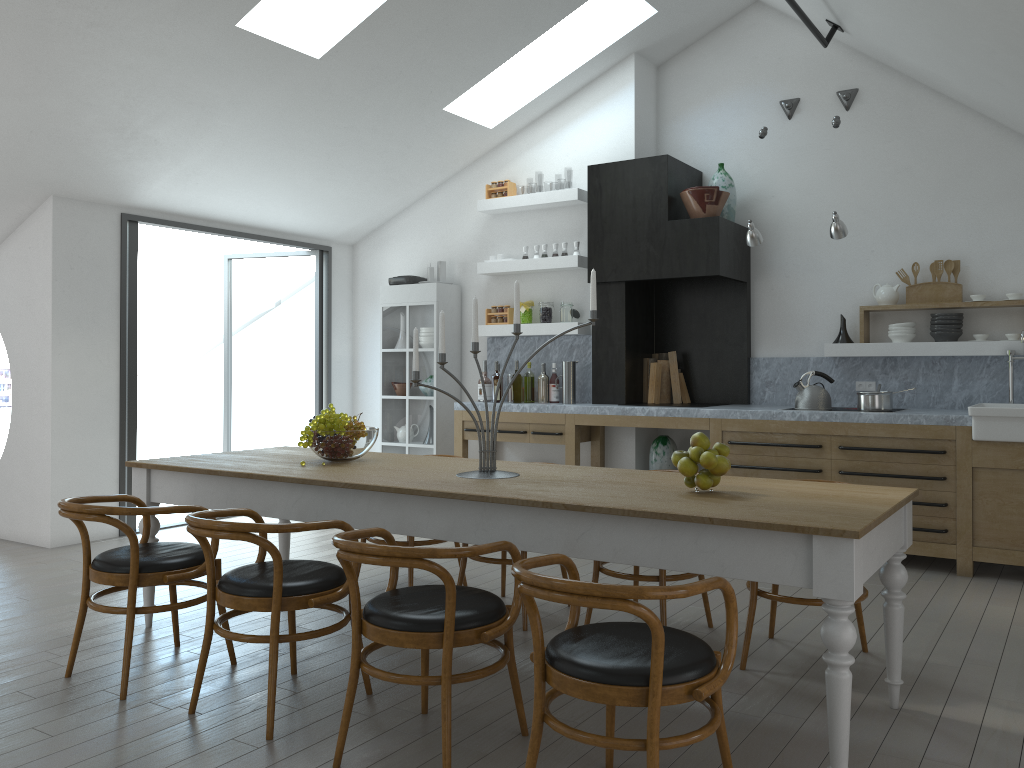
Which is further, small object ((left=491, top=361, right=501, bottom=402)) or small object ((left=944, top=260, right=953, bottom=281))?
small object ((left=491, top=361, right=501, bottom=402))

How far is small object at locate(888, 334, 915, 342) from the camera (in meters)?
6.19

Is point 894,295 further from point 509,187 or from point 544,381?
point 509,187

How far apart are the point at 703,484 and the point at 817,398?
3.22m

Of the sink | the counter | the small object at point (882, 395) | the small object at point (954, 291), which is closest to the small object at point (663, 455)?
the counter

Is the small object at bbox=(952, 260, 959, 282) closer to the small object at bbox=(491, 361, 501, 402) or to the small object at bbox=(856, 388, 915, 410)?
the small object at bbox=(856, 388, 915, 410)

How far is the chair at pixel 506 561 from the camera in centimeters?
431cm

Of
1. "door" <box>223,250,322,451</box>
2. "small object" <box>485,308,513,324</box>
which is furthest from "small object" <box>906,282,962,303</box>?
"door" <box>223,250,322,451</box>

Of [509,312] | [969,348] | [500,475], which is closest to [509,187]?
[509,312]

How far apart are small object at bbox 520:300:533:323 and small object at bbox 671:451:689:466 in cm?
427
